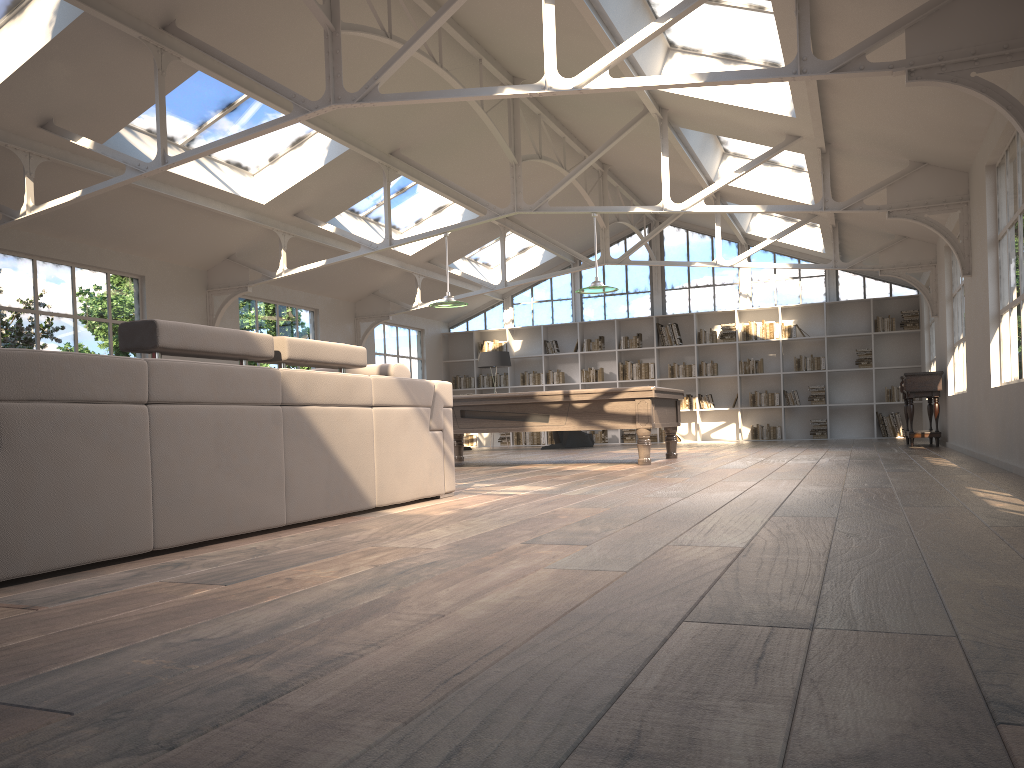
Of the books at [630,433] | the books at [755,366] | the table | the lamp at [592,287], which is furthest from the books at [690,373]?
the lamp at [592,287]

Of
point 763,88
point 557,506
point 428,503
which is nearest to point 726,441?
point 763,88

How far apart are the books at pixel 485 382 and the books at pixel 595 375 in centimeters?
194cm

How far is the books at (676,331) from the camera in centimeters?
1630cm

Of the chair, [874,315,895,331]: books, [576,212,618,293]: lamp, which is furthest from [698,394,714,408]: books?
[576,212,618,293]: lamp

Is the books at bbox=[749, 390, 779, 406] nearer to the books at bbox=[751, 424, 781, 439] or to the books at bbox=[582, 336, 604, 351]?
the books at bbox=[751, 424, 781, 439]

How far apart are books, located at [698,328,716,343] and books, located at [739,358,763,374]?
0.7m

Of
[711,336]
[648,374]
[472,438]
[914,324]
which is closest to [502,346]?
[472,438]

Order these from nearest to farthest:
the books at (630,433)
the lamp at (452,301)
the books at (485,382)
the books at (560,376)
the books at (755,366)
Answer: the lamp at (452,301) < the books at (755,366) < the books at (630,433) < the books at (560,376) < the books at (485,382)

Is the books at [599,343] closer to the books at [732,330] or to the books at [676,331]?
the books at [676,331]
